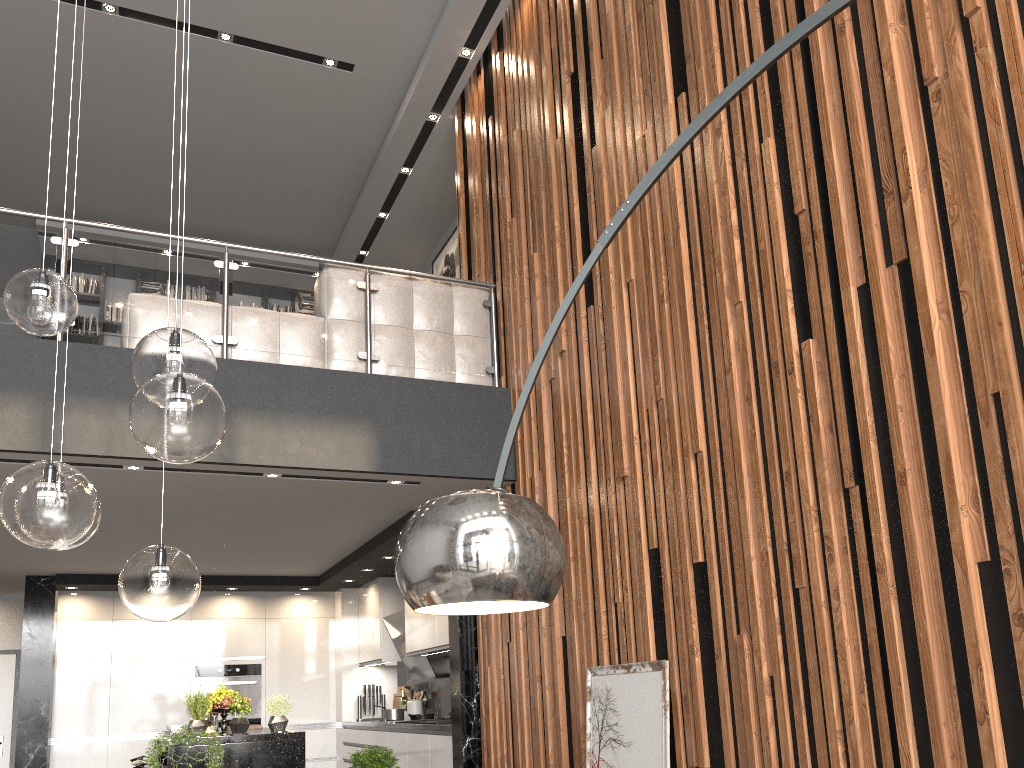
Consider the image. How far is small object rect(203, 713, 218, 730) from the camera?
7.4m

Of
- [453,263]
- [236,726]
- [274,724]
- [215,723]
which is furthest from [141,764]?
[453,263]

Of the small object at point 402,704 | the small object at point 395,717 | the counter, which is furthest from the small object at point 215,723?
A: the small object at point 402,704

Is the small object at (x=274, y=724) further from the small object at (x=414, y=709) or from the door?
the door

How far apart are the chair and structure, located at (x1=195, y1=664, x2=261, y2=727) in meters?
2.0

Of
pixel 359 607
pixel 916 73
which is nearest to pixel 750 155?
pixel 916 73

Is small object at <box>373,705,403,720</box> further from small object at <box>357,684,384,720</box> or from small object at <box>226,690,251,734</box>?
small object at <box>226,690,251,734</box>

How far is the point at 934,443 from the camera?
2.6m

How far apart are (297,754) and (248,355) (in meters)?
2.72

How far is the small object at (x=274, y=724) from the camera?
5.97m
